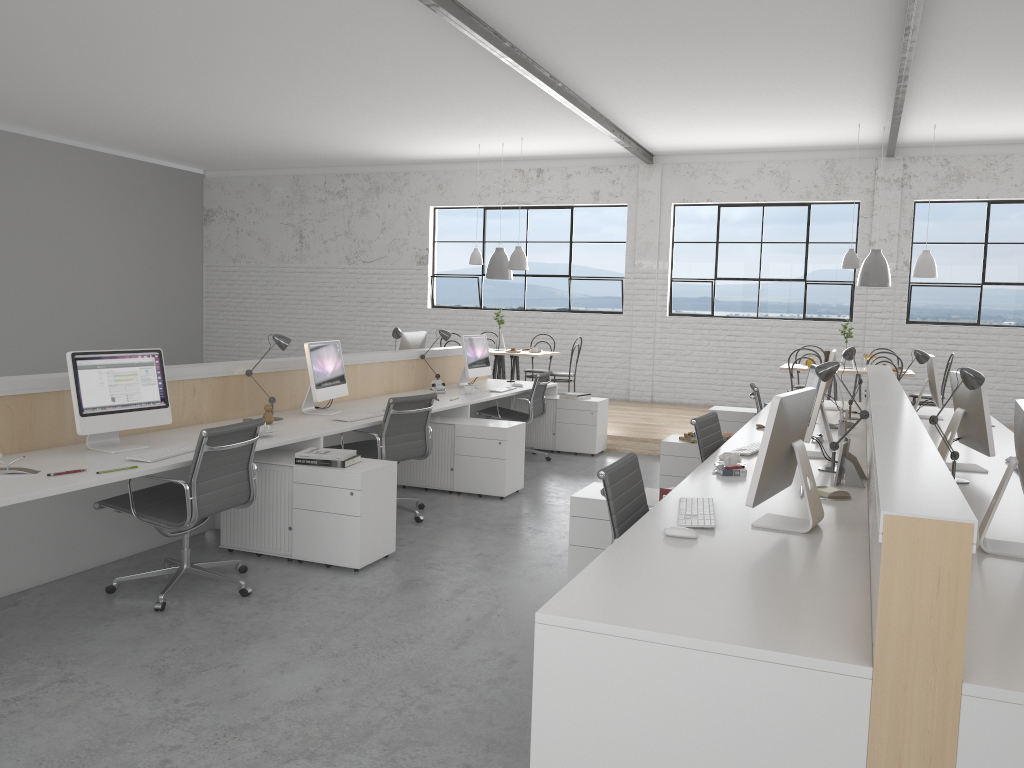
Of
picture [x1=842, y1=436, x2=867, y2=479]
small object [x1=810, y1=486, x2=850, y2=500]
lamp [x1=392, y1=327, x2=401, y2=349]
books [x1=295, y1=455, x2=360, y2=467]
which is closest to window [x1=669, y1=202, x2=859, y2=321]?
lamp [x1=392, y1=327, x2=401, y2=349]

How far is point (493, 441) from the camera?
4.89m

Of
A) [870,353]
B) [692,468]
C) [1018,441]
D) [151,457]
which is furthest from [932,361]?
[151,457]

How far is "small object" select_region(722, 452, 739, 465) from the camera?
3.2 meters

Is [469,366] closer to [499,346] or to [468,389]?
[468,389]

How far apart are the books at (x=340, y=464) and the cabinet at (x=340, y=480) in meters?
0.0 m

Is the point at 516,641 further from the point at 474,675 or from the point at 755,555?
the point at 755,555

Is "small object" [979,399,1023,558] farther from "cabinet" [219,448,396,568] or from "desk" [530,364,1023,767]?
"cabinet" [219,448,396,568]

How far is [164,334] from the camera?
10.7m

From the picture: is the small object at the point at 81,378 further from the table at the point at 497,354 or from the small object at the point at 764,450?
the table at the point at 497,354
